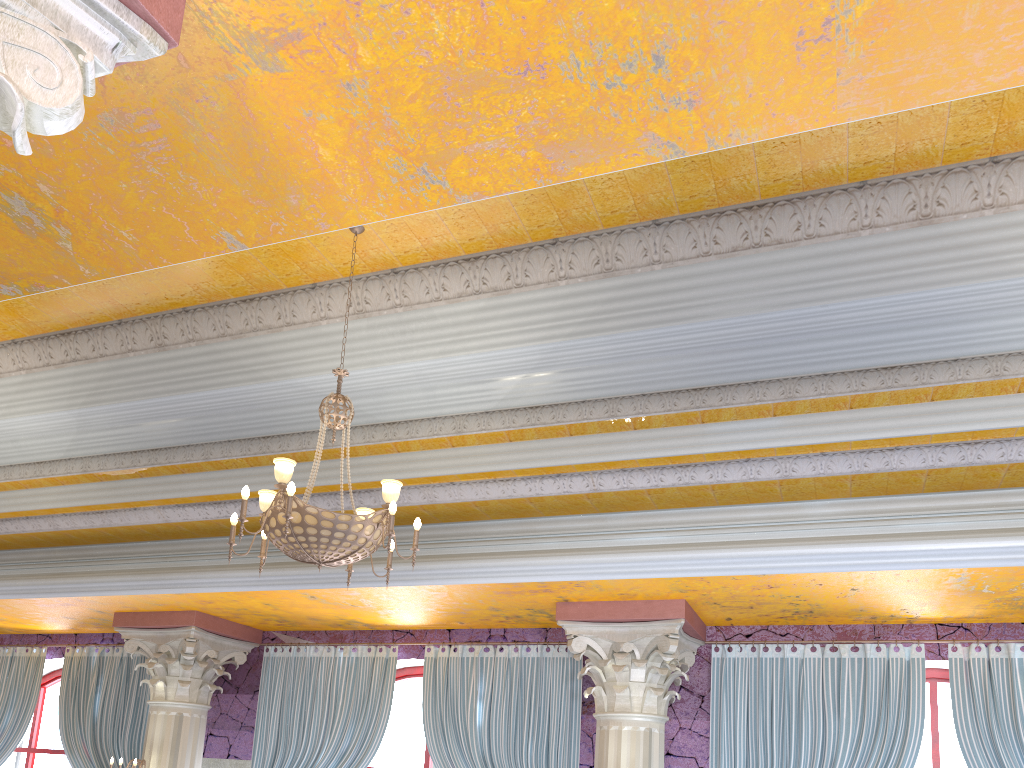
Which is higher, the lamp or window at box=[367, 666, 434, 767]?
the lamp

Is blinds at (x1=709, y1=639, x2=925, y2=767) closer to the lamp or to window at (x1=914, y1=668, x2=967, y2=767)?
window at (x1=914, y1=668, x2=967, y2=767)

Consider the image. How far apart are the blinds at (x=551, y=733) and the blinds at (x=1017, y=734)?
2.92m

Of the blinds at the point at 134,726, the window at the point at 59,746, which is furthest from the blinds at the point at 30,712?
the window at the point at 59,746

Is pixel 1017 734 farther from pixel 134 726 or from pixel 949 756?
pixel 134 726

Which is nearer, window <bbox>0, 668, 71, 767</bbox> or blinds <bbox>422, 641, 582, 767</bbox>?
blinds <bbox>422, 641, 582, 767</bbox>

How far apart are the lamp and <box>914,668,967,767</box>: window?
4.75m

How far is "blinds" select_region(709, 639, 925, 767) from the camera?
6.46m

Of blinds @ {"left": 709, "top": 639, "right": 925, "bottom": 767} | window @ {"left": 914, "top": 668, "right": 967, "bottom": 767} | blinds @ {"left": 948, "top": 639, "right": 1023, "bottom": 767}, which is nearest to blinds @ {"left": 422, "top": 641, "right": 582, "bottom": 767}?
blinds @ {"left": 709, "top": 639, "right": 925, "bottom": 767}

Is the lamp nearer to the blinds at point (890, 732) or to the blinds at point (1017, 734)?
the blinds at point (890, 732)
